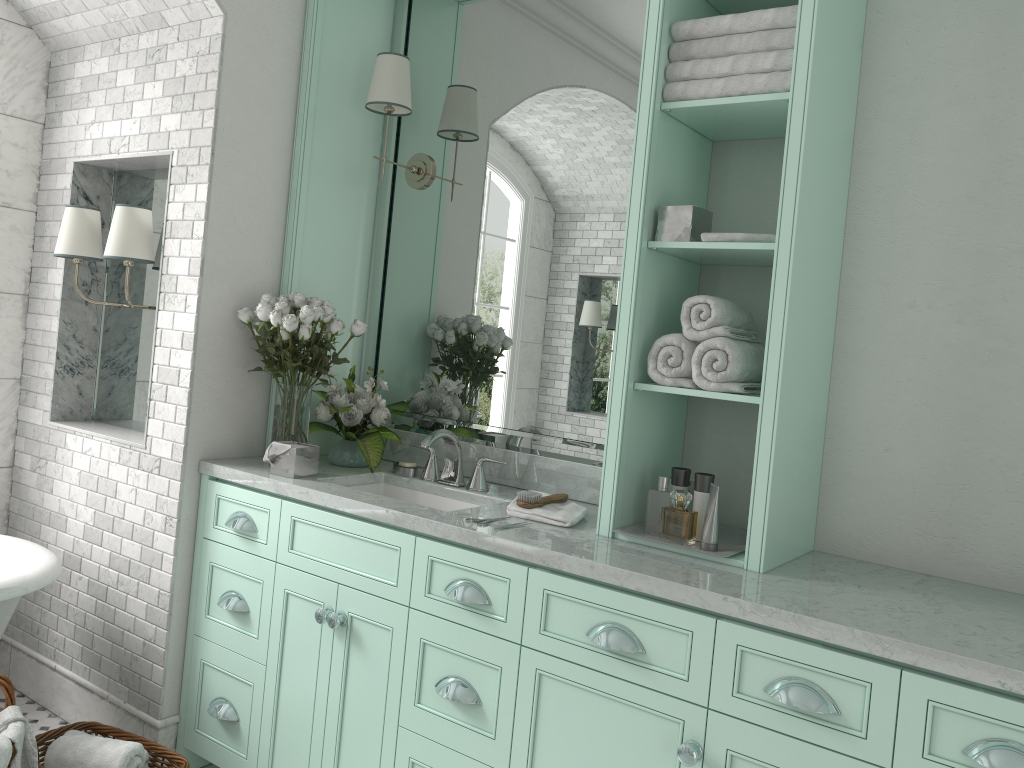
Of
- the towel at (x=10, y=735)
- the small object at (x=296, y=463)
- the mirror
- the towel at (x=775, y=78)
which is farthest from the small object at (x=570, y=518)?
the towel at (x=10, y=735)

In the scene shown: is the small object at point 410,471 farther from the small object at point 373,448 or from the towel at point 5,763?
the towel at point 5,763

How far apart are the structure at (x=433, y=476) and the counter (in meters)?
0.03

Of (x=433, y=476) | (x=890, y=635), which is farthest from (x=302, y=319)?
(x=890, y=635)

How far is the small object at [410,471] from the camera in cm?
331

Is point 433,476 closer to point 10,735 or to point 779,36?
point 10,735

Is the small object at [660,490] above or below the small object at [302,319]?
below

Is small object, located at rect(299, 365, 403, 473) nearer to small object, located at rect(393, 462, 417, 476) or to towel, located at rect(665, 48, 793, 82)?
small object, located at rect(393, 462, 417, 476)

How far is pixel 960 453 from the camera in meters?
2.4 m

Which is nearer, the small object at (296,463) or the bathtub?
the bathtub
